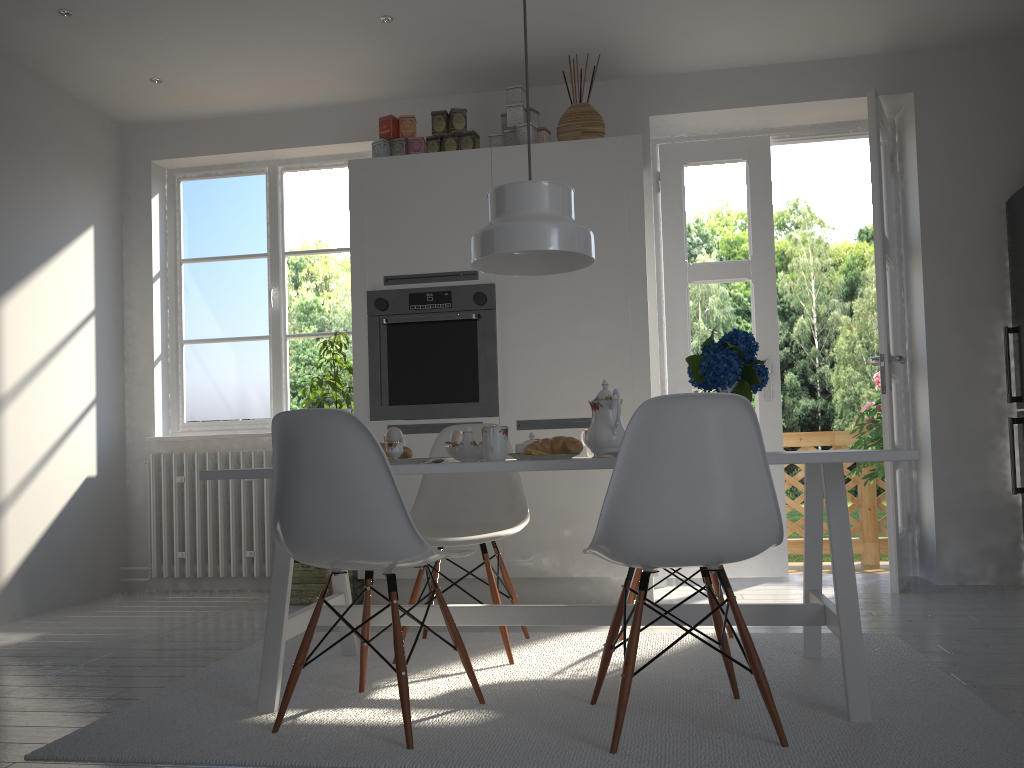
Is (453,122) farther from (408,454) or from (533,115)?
(408,454)

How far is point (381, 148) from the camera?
4.3 meters

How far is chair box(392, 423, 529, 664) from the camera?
3.06m

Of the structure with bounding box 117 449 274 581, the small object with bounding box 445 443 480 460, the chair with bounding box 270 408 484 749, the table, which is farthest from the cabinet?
the chair with bounding box 270 408 484 749

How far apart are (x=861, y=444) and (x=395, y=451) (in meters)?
3.99

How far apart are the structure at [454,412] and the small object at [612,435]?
1.5 meters

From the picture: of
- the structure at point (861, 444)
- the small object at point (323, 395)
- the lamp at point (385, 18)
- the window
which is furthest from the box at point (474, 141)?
the structure at point (861, 444)

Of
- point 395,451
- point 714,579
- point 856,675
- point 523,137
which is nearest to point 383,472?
point 395,451

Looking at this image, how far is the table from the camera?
2.2m

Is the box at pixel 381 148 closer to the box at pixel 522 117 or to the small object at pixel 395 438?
the box at pixel 522 117
